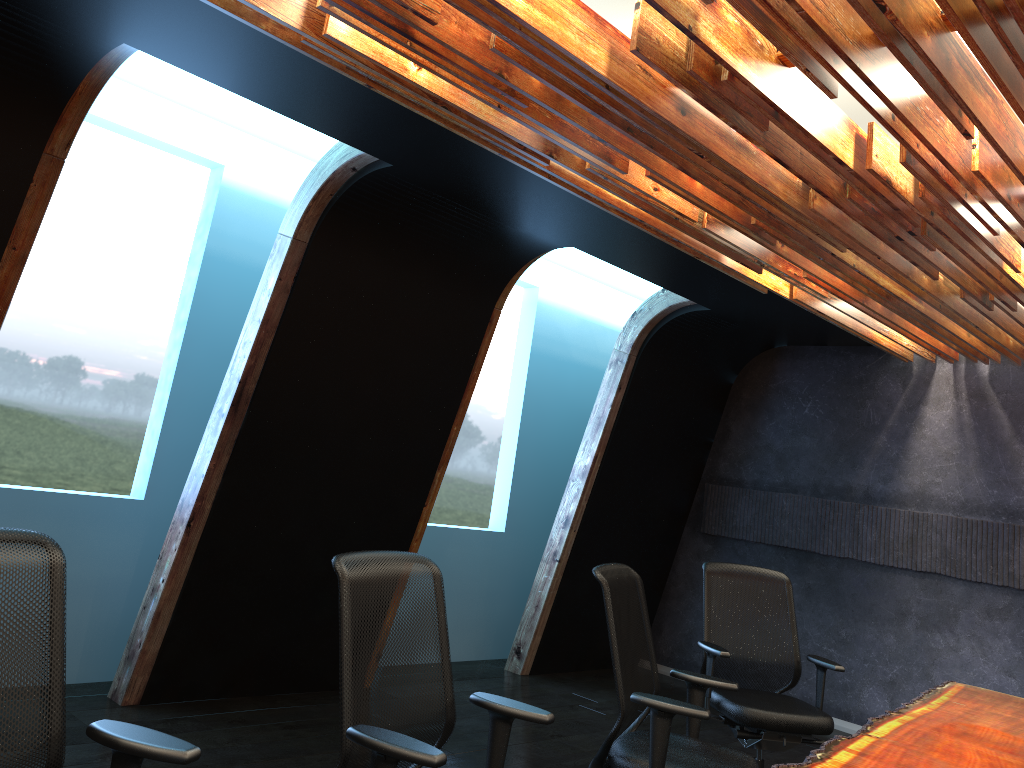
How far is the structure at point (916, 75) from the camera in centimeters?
266cm

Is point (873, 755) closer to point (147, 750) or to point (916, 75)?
point (916, 75)

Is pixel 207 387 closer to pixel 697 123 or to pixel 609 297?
pixel 697 123

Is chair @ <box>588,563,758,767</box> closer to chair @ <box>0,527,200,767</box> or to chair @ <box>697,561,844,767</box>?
chair @ <box>697,561,844,767</box>

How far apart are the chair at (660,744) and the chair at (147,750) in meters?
1.8

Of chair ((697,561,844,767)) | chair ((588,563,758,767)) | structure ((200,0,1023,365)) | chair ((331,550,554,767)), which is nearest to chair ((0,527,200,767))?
chair ((331,550,554,767))

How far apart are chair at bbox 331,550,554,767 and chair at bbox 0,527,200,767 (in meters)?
0.47

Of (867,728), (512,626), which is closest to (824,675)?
(867,728)

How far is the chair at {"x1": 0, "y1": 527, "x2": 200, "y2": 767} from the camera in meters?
2.1

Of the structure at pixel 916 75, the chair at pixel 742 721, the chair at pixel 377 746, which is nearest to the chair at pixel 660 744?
the chair at pixel 377 746
